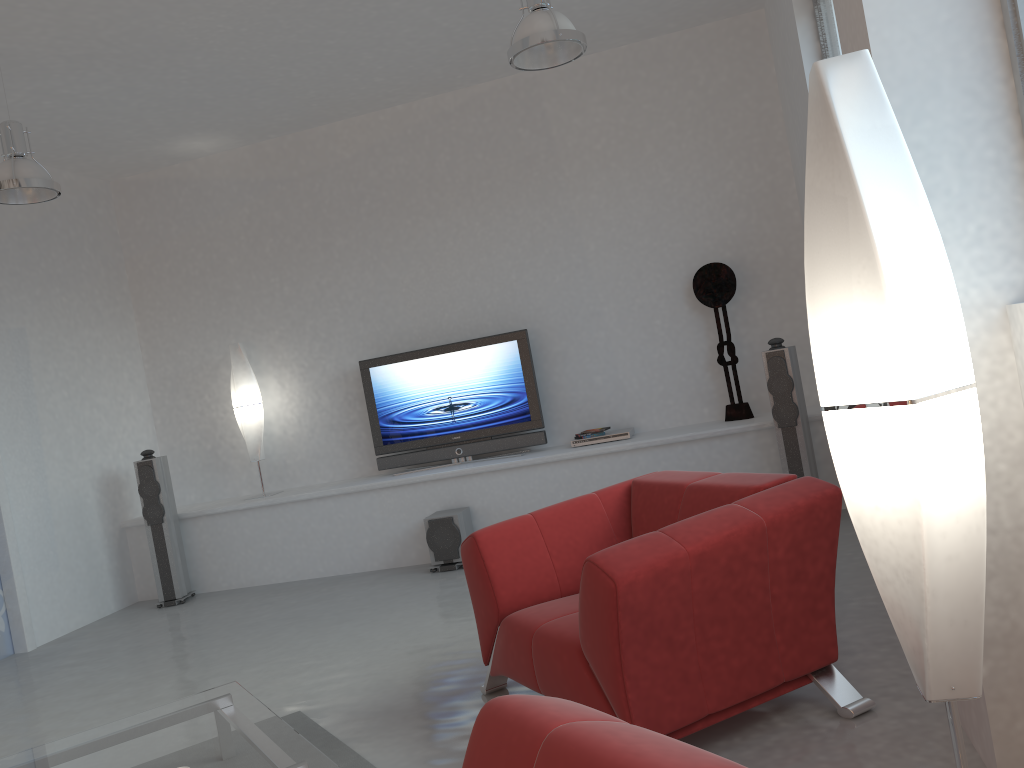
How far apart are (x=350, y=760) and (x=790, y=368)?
3.6m

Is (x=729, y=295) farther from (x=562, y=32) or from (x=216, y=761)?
(x=216, y=761)

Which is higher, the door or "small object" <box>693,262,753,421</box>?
"small object" <box>693,262,753,421</box>

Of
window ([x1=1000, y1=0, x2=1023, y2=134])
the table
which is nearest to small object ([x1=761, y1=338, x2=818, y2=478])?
window ([x1=1000, y1=0, x2=1023, y2=134])

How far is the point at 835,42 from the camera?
4.53m

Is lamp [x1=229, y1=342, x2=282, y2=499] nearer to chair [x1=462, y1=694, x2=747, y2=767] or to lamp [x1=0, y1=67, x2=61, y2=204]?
lamp [x1=0, y1=67, x2=61, y2=204]

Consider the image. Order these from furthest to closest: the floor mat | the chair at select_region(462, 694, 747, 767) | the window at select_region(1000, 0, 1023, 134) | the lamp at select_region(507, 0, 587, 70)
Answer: the lamp at select_region(507, 0, 587, 70), the floor mat, the window at select_region(1000, 0, 1023, 134), the chair at select_region(462, 694, 747, 767)

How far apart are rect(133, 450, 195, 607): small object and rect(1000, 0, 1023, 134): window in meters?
6.1 m

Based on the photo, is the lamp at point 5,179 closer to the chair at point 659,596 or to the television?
the television

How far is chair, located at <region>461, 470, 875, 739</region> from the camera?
2.57m
